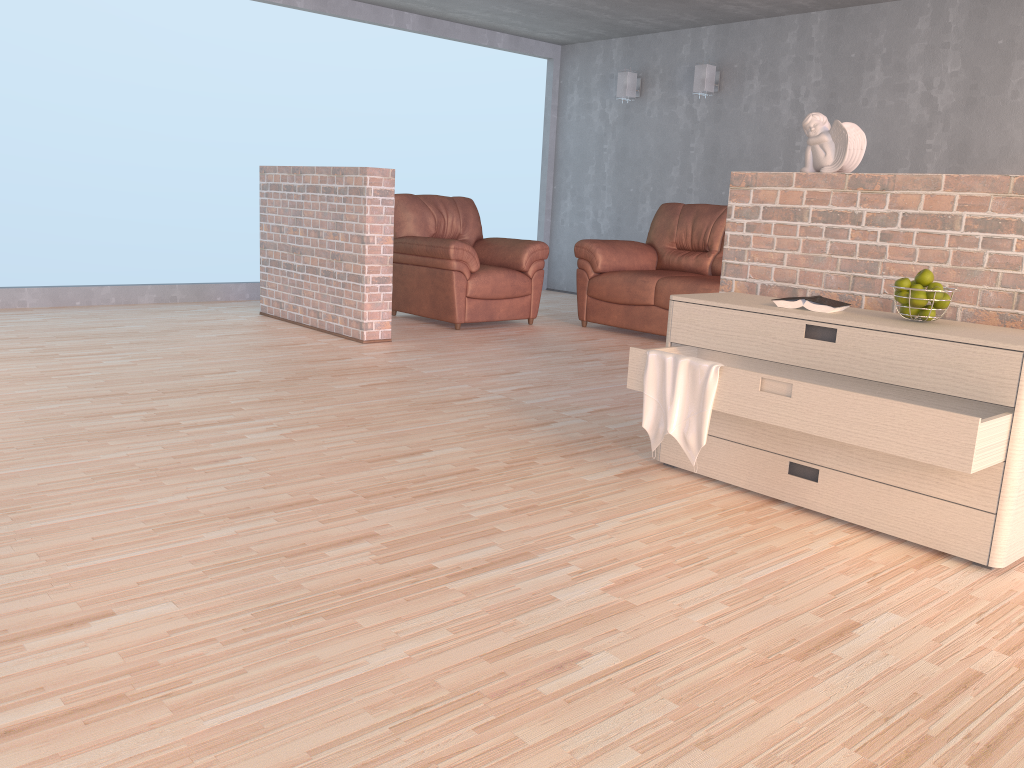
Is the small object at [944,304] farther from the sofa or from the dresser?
the sofa

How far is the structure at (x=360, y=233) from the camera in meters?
5.4 m

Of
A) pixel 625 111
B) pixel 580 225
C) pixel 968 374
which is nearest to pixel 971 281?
pixel 968 374

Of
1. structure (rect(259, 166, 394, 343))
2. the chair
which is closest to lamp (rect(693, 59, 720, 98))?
the chair

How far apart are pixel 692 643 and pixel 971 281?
1.6 meters

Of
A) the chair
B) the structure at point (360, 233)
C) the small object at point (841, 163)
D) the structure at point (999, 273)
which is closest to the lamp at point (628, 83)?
the chair

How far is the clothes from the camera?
2.73m

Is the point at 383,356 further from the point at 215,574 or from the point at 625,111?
the point at 625,111

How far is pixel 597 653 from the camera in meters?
1.8

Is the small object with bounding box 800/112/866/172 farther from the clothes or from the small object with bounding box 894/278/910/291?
the clothes
